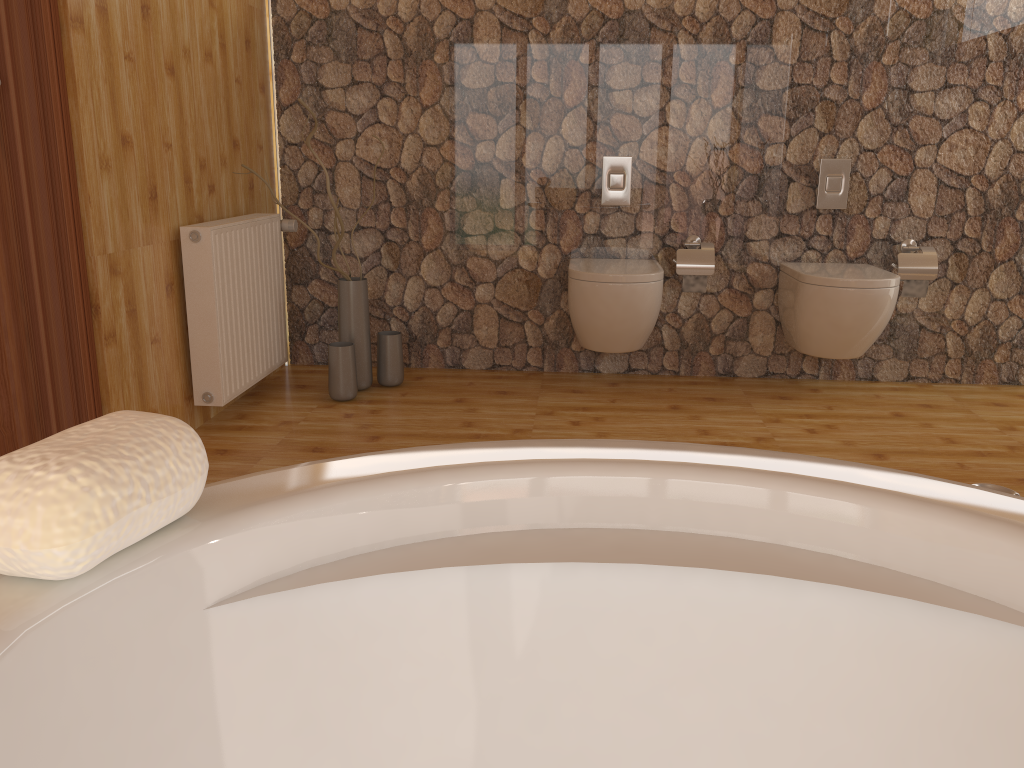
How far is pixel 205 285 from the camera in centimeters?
290cm

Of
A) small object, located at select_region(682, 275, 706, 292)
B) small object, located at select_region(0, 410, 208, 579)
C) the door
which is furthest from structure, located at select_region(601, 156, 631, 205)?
small object, located at select_region(0, 410, 208, 579)

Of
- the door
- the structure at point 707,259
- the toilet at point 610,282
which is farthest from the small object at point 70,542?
the structure at point 707,259

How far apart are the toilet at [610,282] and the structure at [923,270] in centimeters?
97cm

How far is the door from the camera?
2.28m

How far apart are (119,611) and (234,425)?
2.7m

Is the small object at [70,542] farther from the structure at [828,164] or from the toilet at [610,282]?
the structure at [828,164]

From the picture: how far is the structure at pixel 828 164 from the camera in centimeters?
360cm

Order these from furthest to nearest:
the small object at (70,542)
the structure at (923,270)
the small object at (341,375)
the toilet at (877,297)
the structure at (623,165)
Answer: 1. the structure at (623,165)
2. the structure at (923,270)
3. the small object at (341,375)
4. the toilet at (877,297)
5. the small object at (70,542)

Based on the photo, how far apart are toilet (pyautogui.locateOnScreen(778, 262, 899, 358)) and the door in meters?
2.6
